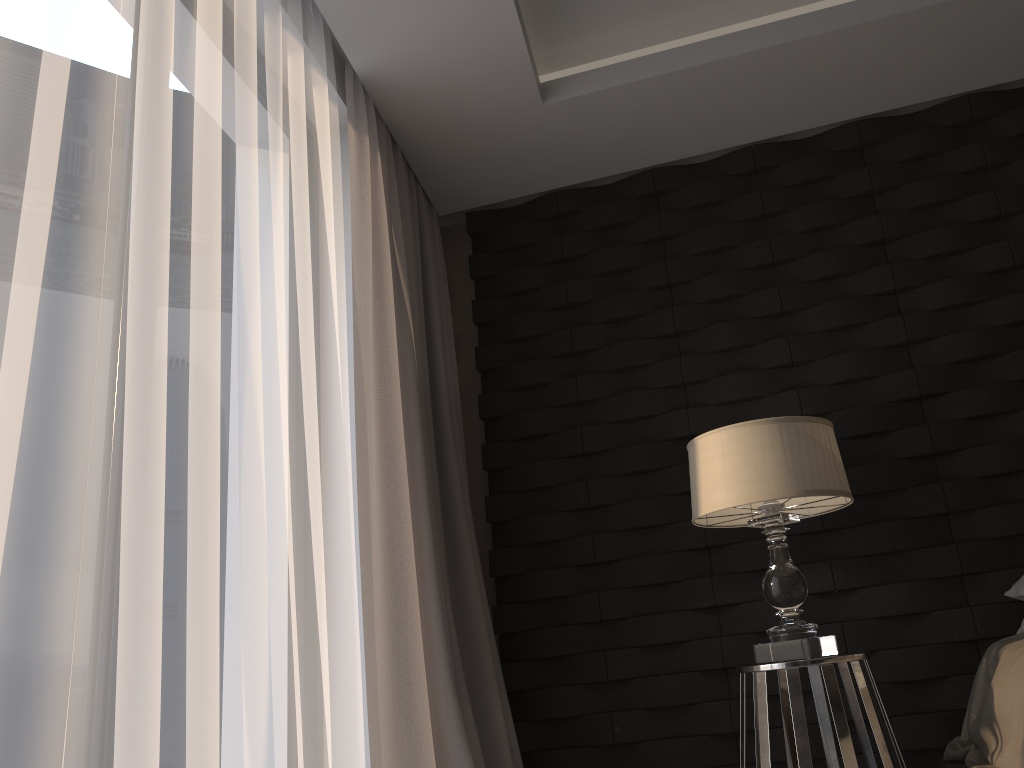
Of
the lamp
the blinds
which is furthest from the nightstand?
the blinds

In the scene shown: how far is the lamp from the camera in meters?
2.3

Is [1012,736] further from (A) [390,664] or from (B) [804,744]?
(A) [390,664]

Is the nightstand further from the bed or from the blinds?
the blinds

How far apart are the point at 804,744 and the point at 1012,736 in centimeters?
45cm

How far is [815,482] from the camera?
2.3 meters

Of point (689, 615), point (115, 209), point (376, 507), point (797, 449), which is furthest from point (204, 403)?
point (689, 615)

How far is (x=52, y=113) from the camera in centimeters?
132cm

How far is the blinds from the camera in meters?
2.4 m

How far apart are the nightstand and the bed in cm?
23
